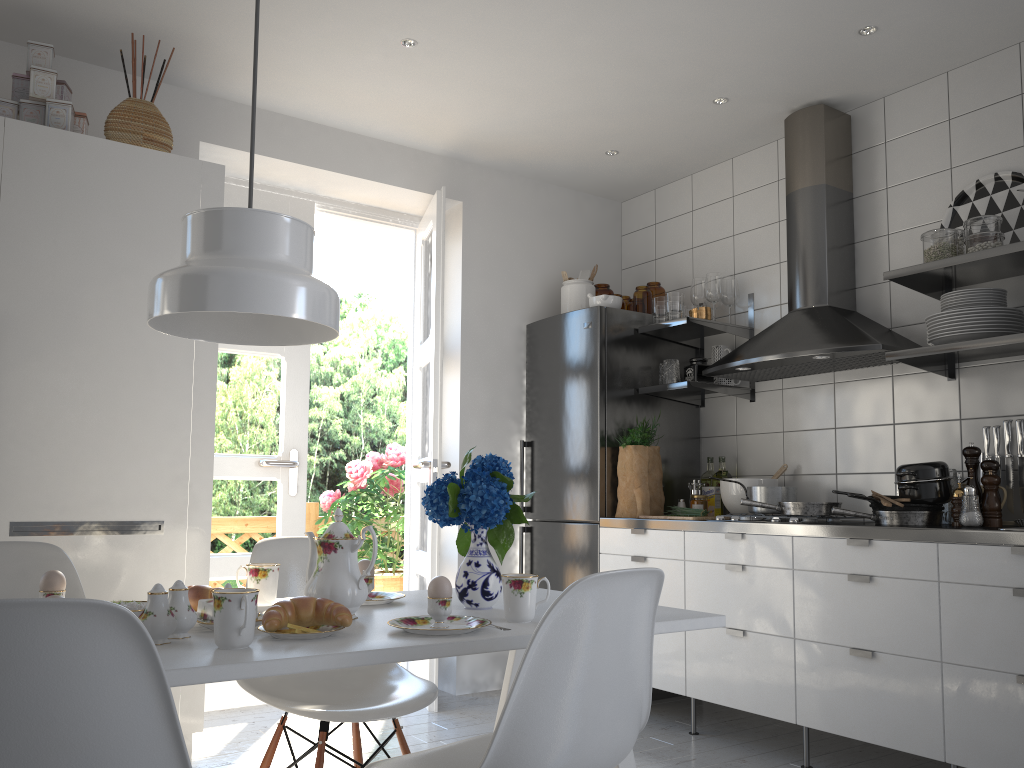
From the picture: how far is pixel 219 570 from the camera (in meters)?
3.85

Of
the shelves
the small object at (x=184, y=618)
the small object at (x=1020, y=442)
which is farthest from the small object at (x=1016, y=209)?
the small object at (x=184, y=618)

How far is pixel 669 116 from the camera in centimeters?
389cm

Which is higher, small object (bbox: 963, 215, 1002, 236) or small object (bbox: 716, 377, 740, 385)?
small object (bbox: 963, 215, 1002, 236)

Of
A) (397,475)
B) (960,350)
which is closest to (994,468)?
(960,350)

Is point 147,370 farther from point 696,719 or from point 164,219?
point 696,719

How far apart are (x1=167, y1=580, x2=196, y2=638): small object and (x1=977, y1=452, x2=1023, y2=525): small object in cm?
270

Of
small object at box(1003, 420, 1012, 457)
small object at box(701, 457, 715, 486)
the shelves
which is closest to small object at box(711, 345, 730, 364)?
the shelves

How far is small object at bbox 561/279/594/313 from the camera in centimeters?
441cm

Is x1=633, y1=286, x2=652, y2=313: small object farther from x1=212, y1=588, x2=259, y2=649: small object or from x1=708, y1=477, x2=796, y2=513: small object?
x1=212, y1=588, x2=259, y2=649: small object
